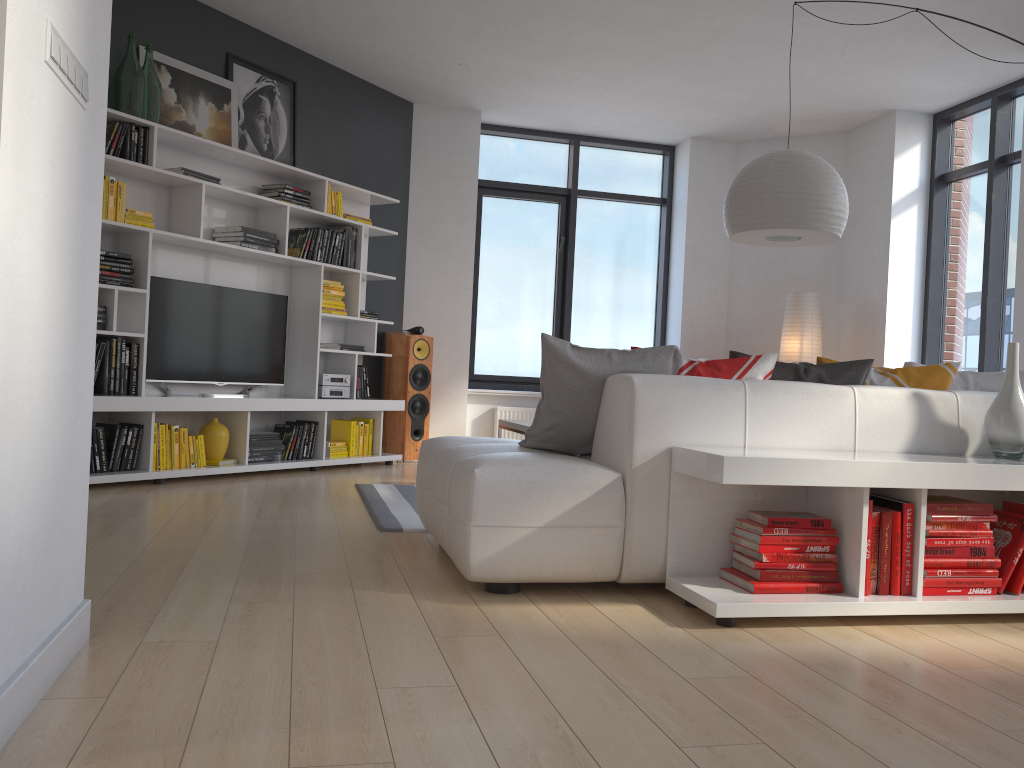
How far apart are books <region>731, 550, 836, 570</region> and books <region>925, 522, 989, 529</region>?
0.3 meters

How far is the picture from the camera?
5.5m

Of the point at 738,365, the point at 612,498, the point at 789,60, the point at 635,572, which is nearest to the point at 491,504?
the point at 612,498

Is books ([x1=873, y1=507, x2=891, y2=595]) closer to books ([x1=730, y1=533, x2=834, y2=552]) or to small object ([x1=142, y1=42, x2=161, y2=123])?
books ([x1=730, y1=533, x2=834, y2=552])

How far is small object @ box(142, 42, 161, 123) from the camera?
5.1 meters

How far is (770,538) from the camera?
2.7 meters

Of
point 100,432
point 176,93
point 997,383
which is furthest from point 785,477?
point 176,93

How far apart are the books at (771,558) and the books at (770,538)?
0.0 meters

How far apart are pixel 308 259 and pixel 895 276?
4.57m

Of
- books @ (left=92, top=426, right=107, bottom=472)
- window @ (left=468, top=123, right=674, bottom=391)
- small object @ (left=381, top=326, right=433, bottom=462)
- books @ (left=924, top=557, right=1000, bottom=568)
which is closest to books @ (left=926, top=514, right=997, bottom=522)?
books @ (left=924, top=557, right=1000, bottom=568)
